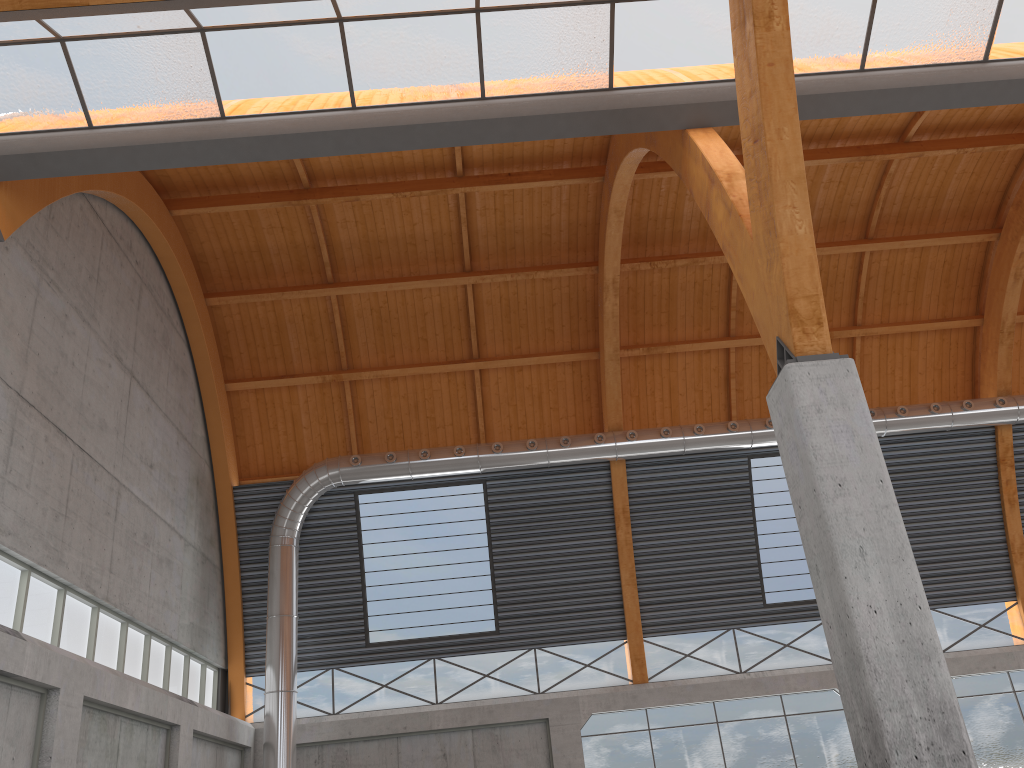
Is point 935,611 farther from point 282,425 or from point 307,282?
point 307,282
